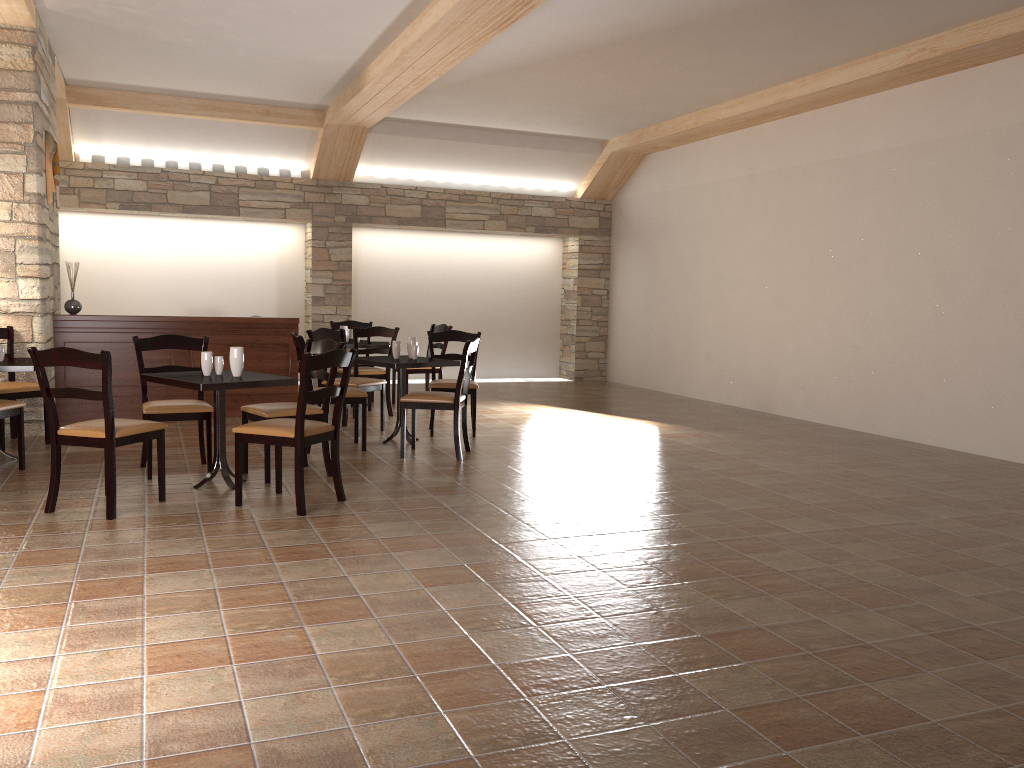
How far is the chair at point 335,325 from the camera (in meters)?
9.69

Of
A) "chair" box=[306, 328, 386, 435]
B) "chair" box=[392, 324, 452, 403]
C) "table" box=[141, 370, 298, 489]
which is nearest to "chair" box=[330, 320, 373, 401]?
"chair" box=[392, 324, 452, 403]

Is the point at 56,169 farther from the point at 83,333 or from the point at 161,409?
the point at 161,409

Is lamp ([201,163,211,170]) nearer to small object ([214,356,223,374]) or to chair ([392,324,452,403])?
chair ([392,324,452,403])

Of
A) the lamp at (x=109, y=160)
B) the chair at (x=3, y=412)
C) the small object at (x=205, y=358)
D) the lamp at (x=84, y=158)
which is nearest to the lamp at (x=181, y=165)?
the lamp at (x=109, y=160)

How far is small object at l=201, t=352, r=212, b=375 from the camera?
5.11m

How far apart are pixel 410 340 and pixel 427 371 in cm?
217

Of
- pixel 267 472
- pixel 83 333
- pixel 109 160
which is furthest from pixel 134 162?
pixel 267 472

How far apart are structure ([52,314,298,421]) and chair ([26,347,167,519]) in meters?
3.3 m

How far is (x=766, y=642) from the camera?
3.00m
